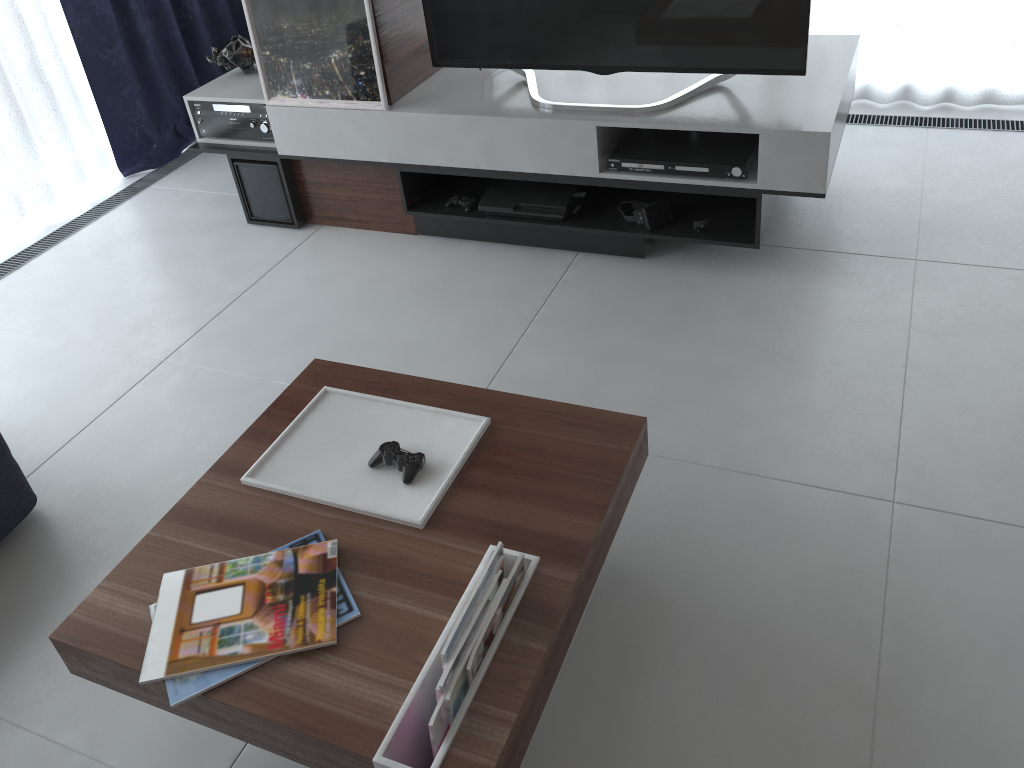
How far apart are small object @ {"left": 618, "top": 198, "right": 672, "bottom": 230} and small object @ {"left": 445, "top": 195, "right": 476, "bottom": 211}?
0.52m

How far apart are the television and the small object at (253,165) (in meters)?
0.74

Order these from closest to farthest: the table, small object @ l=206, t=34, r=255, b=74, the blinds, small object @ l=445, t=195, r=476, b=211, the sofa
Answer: the table
the sofa
small object @ l=445, t=195, r=476, b=211
small object @ l=206, t=34, r=255, b=74
the blinds

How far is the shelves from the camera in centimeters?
252cm

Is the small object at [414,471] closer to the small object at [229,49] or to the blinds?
the small object at [229,49]

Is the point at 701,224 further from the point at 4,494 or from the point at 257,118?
the point at 4,494

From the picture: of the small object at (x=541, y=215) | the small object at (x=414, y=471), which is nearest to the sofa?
the small object at (x=414, y=471)

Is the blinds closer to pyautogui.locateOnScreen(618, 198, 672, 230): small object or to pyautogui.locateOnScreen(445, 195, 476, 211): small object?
pyautogui.locateOnScreen(618, 198, 672, 230): small object

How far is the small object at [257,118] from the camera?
3.22m

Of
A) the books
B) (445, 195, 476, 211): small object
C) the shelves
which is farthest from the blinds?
the books
